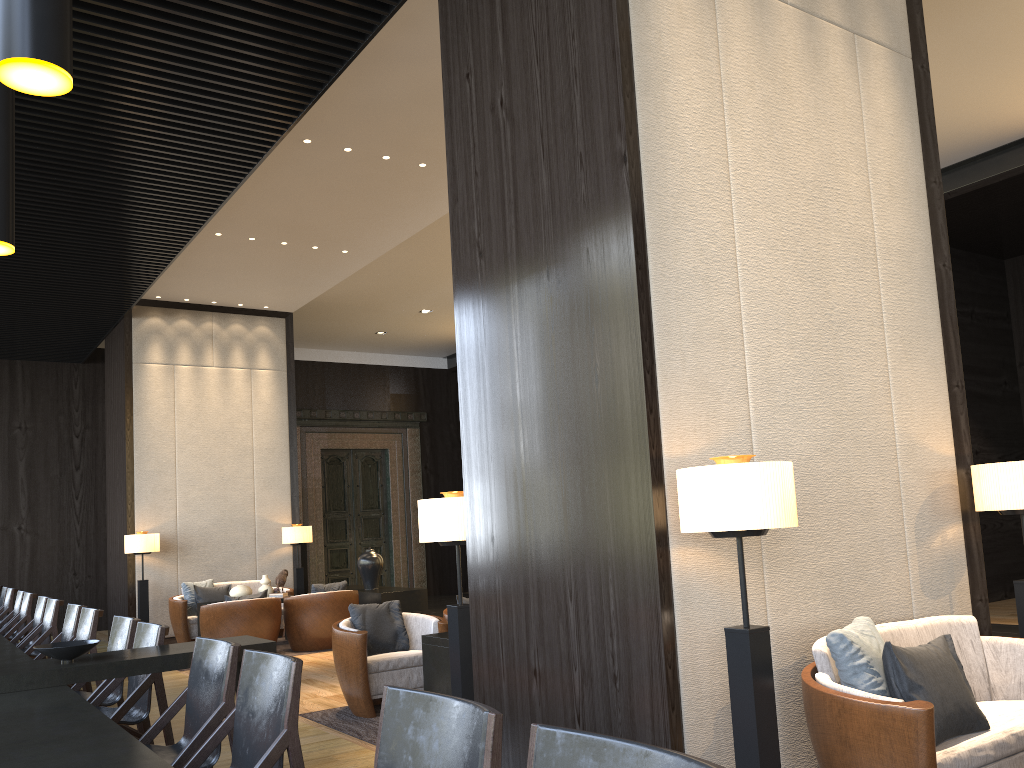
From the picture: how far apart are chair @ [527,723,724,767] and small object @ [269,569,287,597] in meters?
8.8 m

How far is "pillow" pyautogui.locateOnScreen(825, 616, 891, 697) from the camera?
3.0m

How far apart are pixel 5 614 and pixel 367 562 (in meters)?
3.68

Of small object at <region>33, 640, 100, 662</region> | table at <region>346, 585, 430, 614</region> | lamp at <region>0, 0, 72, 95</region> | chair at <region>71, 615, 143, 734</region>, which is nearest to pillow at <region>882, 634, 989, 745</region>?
small object at <region>33, 640, 100, 662</region>

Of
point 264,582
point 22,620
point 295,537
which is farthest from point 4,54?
point 295,537

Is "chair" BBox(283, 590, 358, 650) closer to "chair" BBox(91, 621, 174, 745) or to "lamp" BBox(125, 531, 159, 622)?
"lamp" BBox(125, 531, 159, 622)

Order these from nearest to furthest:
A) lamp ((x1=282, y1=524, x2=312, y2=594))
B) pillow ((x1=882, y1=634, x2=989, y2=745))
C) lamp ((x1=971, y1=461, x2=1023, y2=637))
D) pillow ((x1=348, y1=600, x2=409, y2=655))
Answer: pillow ((x1=882, y1=634, x2=989, y2=745)) → lamp ((x1=971, y1=461, x2=1023, y2=637)) → pillow ((x1=348, y1=600, x2=409, y2=655)) → lamp ((x1=282, y1=524, x2=312, y2=594))

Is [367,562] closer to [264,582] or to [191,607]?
[264,582]

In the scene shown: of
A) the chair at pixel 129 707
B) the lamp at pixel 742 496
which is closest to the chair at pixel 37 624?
the chair at pixel 129 707

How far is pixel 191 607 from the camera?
10.1m
